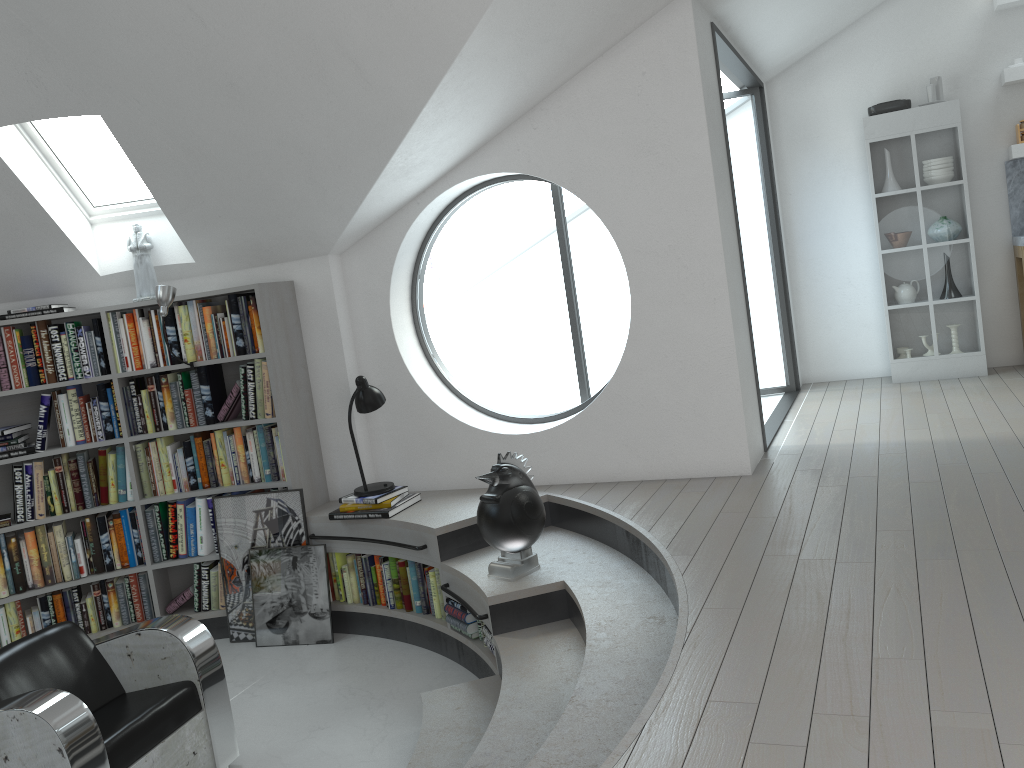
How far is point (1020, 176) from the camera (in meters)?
6.47

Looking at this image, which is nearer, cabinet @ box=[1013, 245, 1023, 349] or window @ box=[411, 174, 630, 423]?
cabinet @ box=[1013, 245, 1023, 349]

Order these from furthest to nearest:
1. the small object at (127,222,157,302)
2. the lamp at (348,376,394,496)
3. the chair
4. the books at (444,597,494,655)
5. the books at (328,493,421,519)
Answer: the small object at (127,222,157,302) → the lamp at (348,376,394,496) → the books at (328,493,421,519) → the books at (444,597,494,655) → the chair

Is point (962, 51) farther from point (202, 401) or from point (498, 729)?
point (498, 729)

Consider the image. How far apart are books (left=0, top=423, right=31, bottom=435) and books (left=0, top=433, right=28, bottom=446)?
0.1 meters

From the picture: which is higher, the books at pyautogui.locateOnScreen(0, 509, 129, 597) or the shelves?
the shelves

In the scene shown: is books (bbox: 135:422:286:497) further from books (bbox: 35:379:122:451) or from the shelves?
the shelves

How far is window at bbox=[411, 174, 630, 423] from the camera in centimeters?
2269cm

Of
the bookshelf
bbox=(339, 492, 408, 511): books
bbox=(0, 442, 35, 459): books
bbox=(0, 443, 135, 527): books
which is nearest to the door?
bbox=(339, 492, 408, 511): books

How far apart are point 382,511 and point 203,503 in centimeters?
124cm
